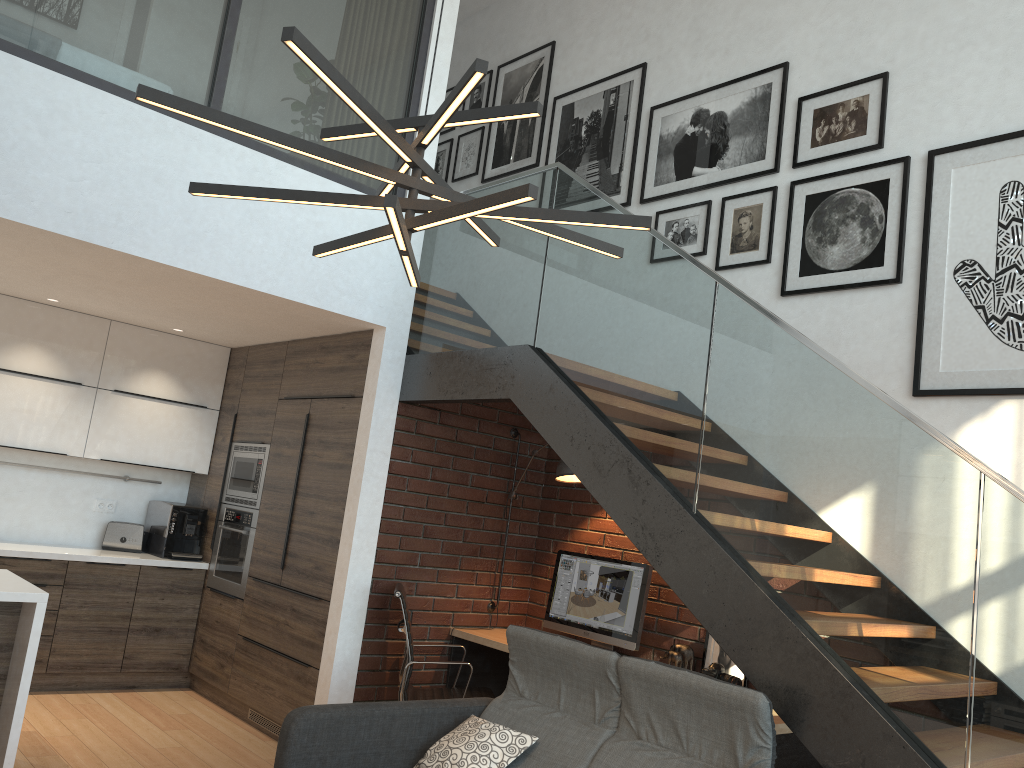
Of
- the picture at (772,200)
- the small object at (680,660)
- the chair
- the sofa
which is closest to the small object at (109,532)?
the chair

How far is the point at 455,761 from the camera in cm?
331

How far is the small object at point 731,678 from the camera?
4.3m

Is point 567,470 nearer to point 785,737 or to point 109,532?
point 785,737

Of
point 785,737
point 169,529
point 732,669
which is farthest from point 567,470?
point 169,529

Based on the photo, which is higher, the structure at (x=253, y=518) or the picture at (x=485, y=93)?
the picture at (x=485, y=93)

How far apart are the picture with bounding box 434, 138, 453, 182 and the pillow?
4.9 meters

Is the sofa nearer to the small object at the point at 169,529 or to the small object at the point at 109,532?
the small object at the point at 169,529

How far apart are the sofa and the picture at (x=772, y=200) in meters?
2.4 m

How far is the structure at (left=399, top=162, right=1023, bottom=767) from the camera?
2.7 meters
